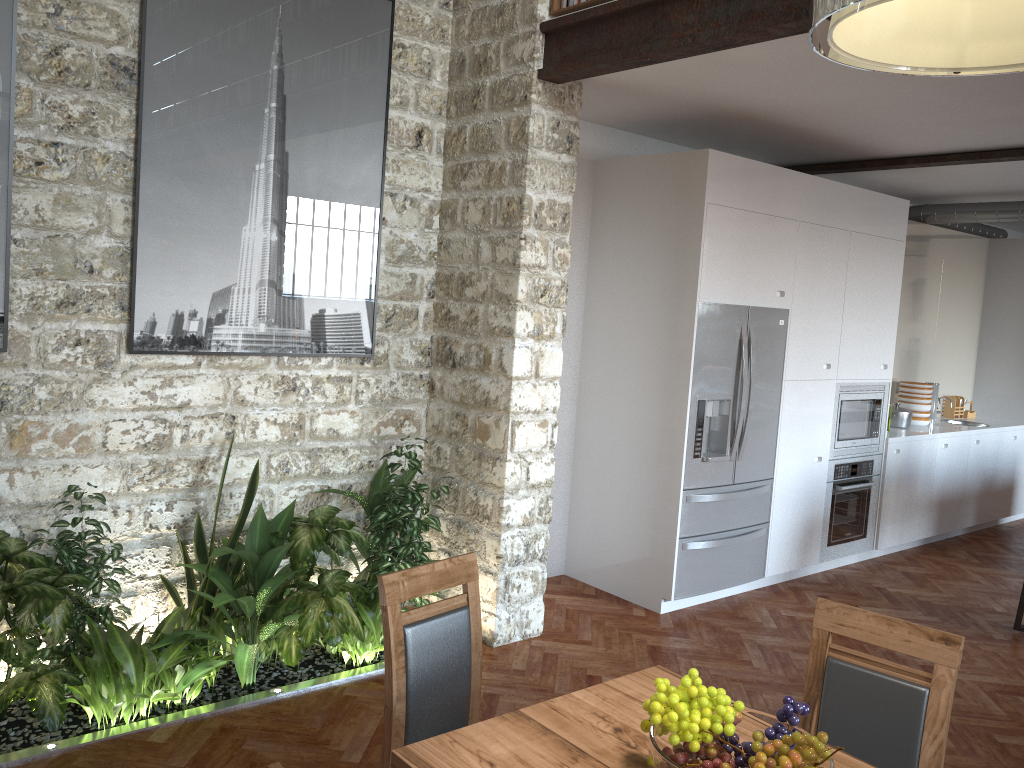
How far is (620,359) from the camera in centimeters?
547cm

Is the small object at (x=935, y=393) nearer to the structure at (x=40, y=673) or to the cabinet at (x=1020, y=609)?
the cabinet at (x=1020, y=609)

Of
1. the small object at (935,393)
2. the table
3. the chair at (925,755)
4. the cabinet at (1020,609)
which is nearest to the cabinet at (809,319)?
the small object at (935,393)

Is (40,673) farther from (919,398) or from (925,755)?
(919,398)

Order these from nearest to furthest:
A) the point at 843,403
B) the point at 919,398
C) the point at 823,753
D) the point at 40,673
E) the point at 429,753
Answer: the point at 823,753 → the point at 429,753 → the point at 40,673 → the point at 843,403 → the point at 919,398

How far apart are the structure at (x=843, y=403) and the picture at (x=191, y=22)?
3.33m

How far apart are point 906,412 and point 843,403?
1.4 meters

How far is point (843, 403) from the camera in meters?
6.2 m

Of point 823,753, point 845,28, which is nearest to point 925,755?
point 823,753

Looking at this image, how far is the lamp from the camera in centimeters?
161cm
